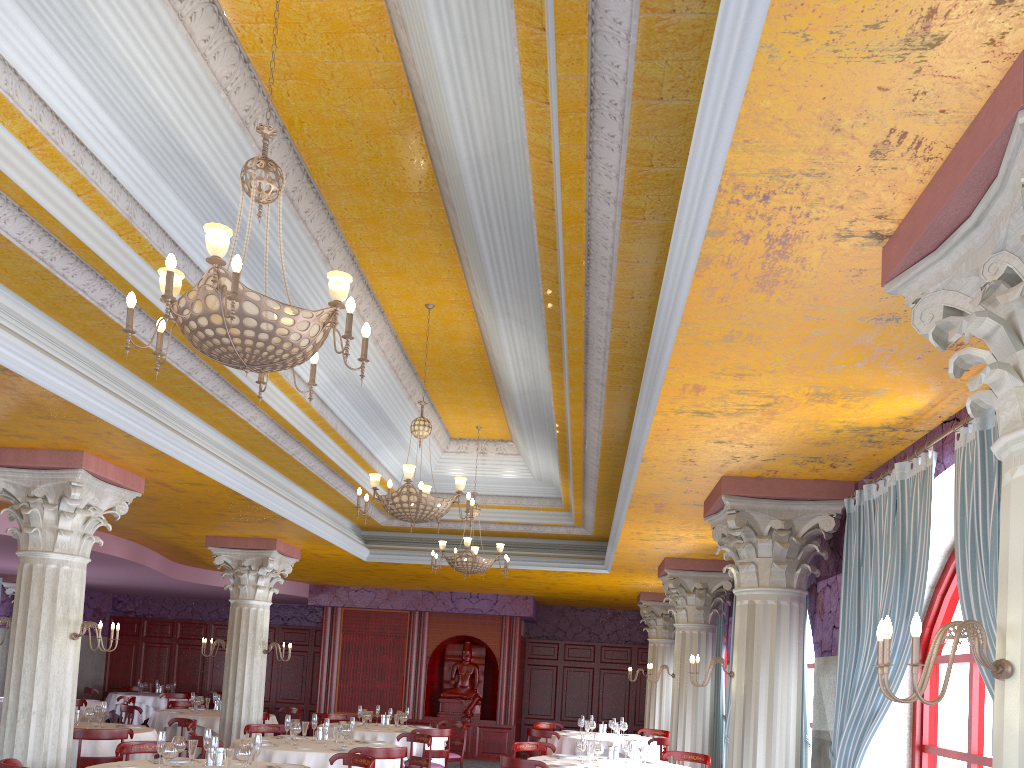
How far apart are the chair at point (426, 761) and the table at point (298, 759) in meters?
1.0

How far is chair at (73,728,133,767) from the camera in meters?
8.7 m

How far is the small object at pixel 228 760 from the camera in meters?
6.5 m

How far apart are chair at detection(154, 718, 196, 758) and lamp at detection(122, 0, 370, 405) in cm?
759

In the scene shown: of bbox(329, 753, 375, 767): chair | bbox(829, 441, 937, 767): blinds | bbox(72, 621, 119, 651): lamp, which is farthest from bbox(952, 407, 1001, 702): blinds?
bbox(72, 621, 119, 651): lamp

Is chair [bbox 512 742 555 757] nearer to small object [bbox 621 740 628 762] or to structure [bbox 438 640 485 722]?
small object [bbox 621 740 628 762]

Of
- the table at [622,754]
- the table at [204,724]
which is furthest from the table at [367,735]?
the table at [204,724]

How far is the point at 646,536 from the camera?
10.01m

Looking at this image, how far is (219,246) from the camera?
3.8m

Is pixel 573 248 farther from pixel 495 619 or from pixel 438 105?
pixel 495 619
